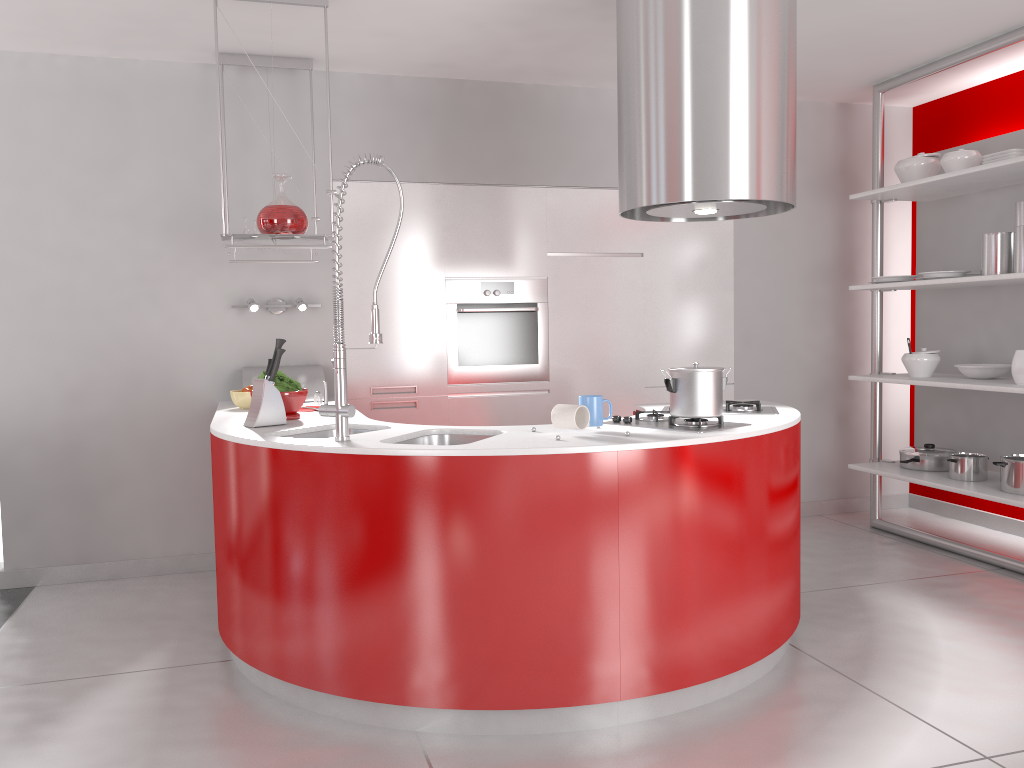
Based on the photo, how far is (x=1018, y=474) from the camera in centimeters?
411cm

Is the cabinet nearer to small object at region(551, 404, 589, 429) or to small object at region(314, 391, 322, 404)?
small object at region(314, 391, 322, 404)

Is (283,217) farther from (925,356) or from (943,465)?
(943,465)

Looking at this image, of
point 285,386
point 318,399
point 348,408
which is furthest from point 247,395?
point 348,408

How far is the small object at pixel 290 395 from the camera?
3.5 meters

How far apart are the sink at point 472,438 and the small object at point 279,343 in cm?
73

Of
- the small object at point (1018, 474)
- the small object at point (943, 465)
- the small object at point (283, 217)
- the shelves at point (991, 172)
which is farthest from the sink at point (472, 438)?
the small object at point (943, 465)

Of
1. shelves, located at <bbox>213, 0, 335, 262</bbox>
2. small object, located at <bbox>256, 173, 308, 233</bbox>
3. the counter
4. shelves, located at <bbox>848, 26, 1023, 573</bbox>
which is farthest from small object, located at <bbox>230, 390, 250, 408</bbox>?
shelves, located at <bbox>848, 26, 1023, 573</bbox>

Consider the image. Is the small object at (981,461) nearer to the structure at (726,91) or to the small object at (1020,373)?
the small object at (1020,373)

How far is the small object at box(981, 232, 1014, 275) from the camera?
4.2m
